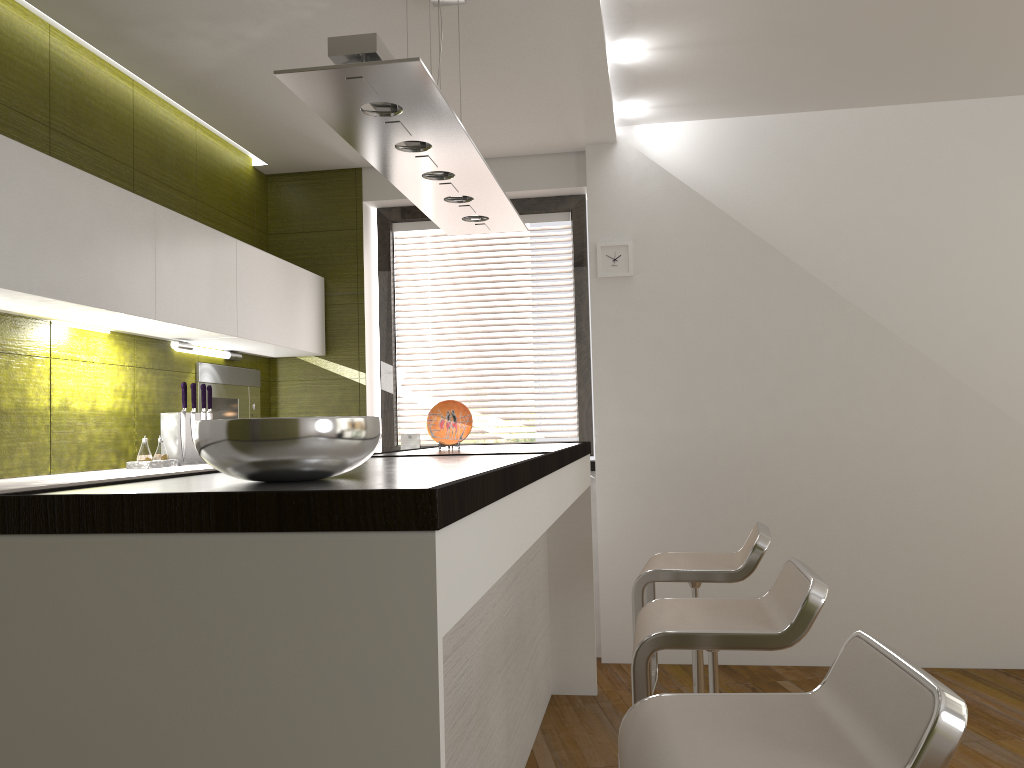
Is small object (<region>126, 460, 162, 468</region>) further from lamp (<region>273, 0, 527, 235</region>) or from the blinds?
the blinds

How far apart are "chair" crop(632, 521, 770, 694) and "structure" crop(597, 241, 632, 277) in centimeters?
182cm

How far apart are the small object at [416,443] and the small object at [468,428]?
1.4m

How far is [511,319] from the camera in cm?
495

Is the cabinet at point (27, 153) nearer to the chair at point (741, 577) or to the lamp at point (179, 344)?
the lamp at point (179, 344)

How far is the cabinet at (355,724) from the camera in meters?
1.1

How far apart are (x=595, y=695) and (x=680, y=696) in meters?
2.6 m

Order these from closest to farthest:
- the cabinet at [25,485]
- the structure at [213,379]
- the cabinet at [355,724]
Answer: the cabinet at [355,724], the cabinet at [25,485], the structure at [213,379]

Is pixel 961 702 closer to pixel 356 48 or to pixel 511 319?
pixel 356 48

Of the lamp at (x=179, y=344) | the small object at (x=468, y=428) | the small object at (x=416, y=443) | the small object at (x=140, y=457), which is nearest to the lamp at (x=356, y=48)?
the small object at (x=468, y=428)
